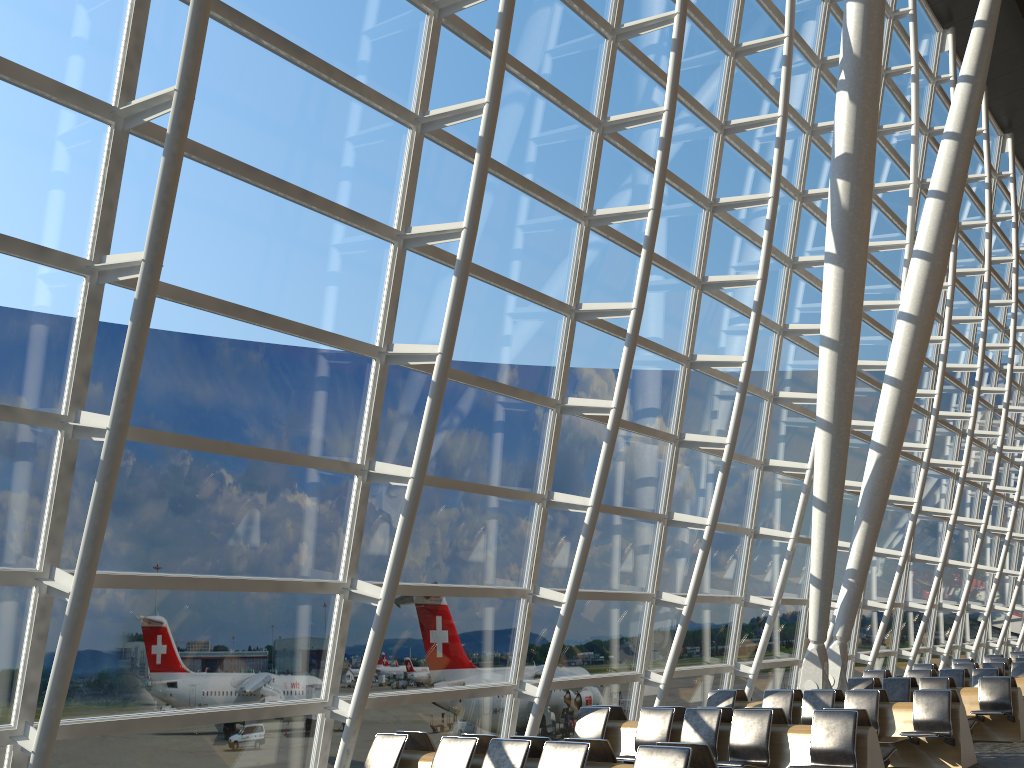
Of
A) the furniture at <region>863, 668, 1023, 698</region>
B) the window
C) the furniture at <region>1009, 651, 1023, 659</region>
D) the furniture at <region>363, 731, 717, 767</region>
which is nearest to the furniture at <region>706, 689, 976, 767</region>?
the window

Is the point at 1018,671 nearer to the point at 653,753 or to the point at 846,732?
the point at 846,732

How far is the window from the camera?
6.4m

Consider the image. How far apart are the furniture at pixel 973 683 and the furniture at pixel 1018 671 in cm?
255

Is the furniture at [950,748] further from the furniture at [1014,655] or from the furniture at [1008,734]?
the furniture at [1014,655]

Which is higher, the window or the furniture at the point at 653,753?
the window

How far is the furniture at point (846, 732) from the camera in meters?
7.7

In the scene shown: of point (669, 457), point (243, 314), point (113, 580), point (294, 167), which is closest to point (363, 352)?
point (243, 314)

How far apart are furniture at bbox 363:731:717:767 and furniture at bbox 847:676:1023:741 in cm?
794

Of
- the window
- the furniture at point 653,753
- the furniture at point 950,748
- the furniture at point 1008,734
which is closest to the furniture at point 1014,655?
the window
